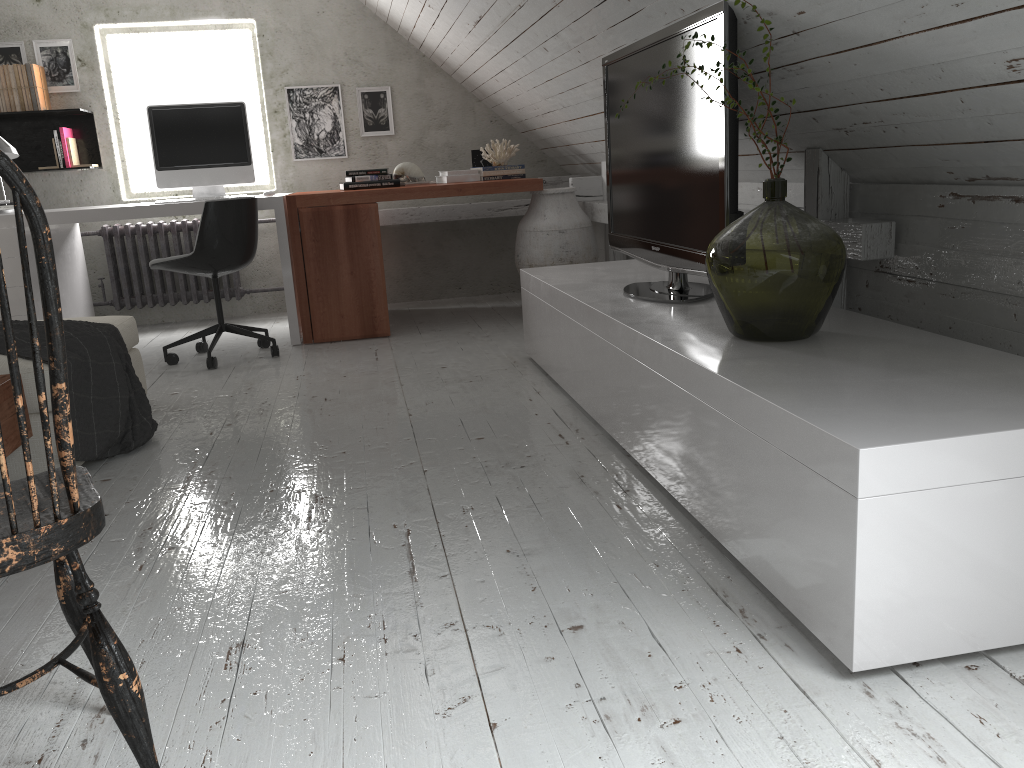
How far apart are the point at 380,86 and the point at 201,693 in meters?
4.7

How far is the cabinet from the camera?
1.3 meters

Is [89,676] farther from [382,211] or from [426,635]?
[382,211]

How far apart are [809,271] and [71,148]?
4.66m

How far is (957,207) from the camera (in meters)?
2.20

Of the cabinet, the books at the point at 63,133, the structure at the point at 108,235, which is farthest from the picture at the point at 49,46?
the cabinet

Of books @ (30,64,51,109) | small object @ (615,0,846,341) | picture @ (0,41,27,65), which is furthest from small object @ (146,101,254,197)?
small object @ (615,0,846,341)

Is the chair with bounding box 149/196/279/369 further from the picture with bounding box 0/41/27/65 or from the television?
the picture with bounding box 0/41/27/65

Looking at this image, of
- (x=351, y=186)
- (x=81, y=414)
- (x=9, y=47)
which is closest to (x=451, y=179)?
(x=351, y=186)

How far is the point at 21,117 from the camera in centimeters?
517cm
